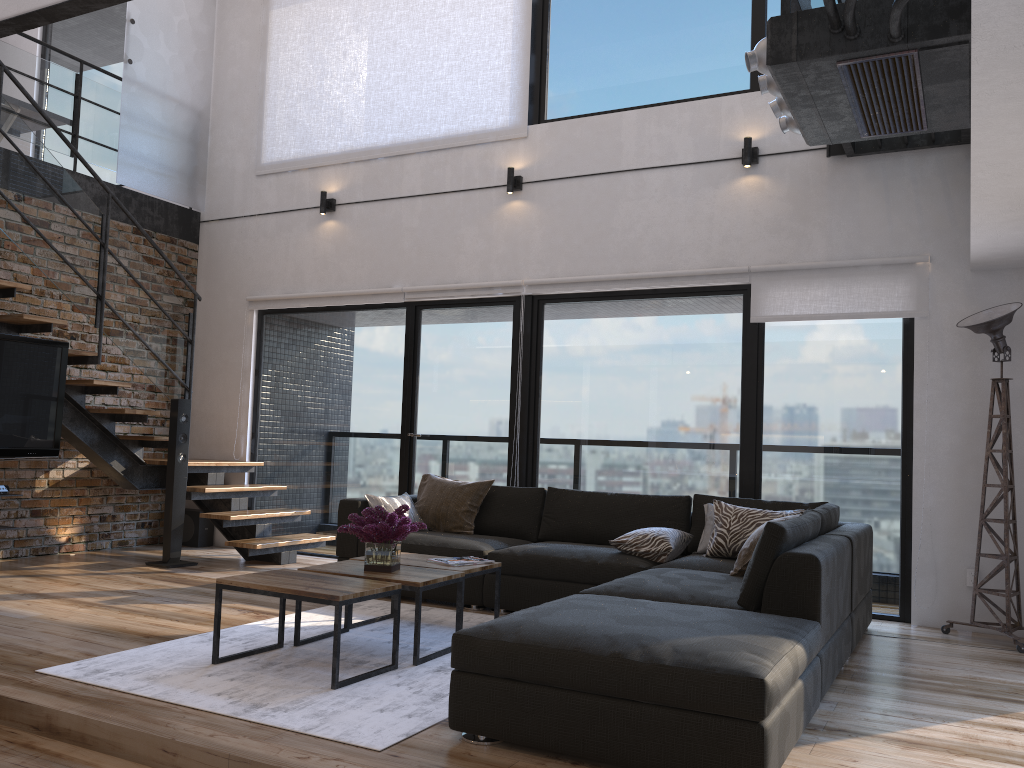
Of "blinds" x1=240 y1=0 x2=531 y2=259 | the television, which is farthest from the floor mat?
"blinds" x1=240 y1=0 x2=531 y2=259

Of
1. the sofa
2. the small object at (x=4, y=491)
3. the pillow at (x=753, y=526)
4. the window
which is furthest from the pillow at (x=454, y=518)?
the small object at (x=4, y=491)

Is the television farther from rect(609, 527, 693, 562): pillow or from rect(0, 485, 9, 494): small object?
rect(609, 527, 693, 562): pillow

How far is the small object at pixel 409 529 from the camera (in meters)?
3.96

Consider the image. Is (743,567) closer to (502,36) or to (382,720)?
(382,720)

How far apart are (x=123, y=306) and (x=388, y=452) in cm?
219

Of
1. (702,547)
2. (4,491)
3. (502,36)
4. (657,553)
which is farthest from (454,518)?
(502,36)

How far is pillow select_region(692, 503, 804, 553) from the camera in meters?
5.0 m

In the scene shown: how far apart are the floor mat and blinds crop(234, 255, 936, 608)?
2.48m

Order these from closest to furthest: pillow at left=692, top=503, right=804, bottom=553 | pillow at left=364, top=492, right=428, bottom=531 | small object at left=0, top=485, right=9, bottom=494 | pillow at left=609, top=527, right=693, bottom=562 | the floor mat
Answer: the floor mat → pillow at left=609, top=527, right=693, bottom=562 → pillow at left=692, top=503, right=804, bottom=553 → small object at left=0, top=485, right=9, bottom=494 → pillow at left=364, top=492, right=428, bottom=531
